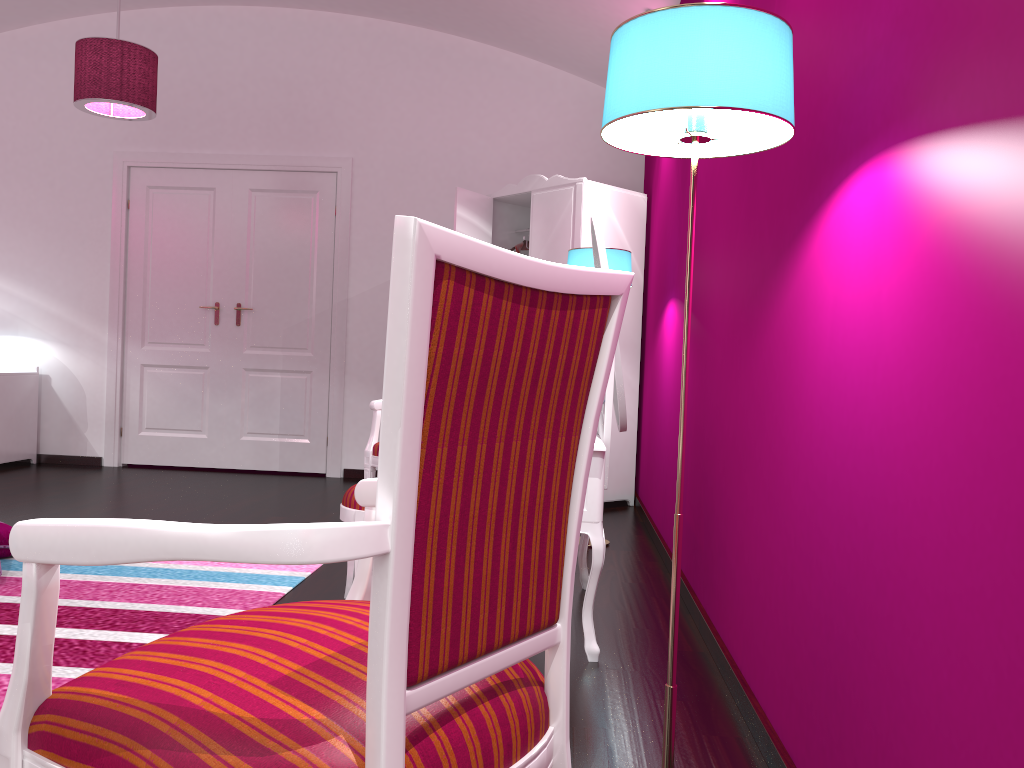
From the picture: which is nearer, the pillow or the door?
the pillow

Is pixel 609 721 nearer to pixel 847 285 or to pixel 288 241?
pixel 847 285

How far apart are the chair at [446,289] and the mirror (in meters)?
1.32

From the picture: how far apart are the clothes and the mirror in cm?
253

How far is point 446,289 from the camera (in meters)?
0.74

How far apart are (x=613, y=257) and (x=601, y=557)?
1.8m

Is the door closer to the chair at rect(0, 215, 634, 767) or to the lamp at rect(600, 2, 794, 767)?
the lamp at rect(600, 2, 794, 767)

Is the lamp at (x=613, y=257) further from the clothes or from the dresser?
the clothes

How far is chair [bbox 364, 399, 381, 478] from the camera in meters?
3.8

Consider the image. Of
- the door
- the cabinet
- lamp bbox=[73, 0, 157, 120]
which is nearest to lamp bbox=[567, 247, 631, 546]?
lamp bbox=[73, 0, 157, 120]
